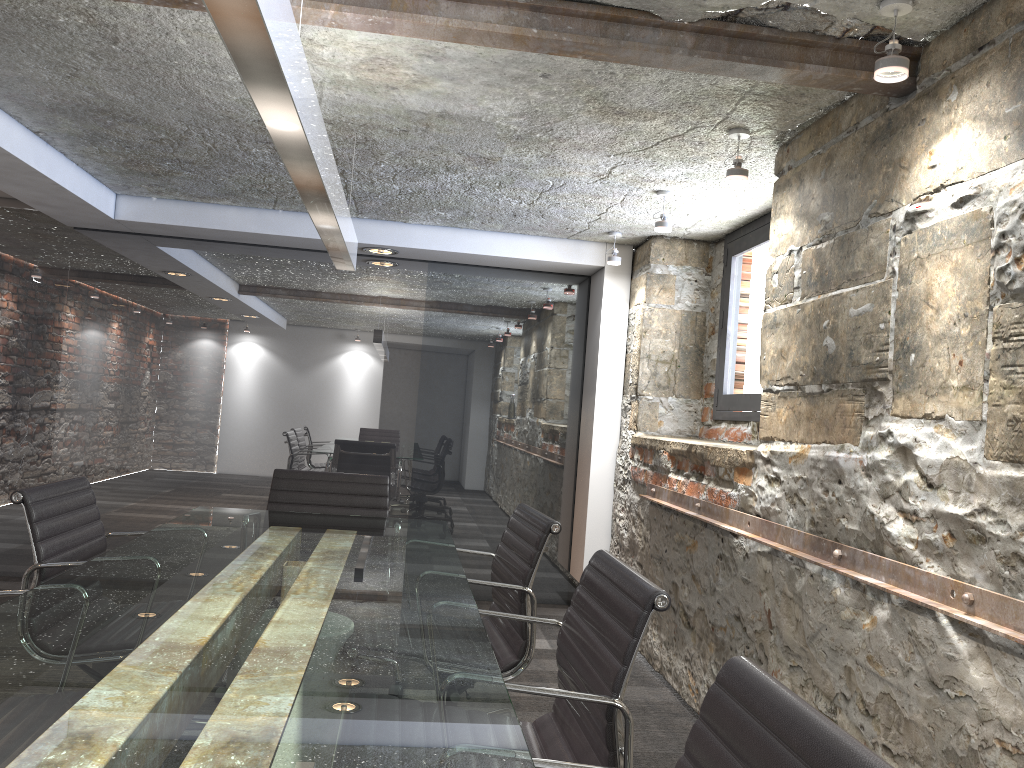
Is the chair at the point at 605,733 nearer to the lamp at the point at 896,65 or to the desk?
the desk

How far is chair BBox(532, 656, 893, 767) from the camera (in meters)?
0.89

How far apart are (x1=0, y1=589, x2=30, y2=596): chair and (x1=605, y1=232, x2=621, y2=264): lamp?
3.5m

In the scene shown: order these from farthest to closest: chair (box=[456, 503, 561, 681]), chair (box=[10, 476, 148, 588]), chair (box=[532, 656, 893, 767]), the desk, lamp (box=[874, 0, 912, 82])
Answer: chair (box=[456, 503, 561, 681]) → chair (box=[10, 476, 148, 588]) → lamp (box=[874, 0, 912, 82]) → the desk → chair (box=[532, 656, 893, 767])

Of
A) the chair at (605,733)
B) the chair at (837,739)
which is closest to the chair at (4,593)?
the chair at (605,733)

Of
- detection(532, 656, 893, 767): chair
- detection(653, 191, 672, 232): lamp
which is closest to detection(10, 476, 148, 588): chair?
detection(532, 656, 893, 767): chair

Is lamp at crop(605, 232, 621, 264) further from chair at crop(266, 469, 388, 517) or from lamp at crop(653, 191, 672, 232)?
chair at crop(266, 469, 388, 517)

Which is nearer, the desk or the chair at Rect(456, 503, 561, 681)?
the desk

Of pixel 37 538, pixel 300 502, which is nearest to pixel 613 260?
pixel 300 502

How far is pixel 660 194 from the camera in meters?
3.9
